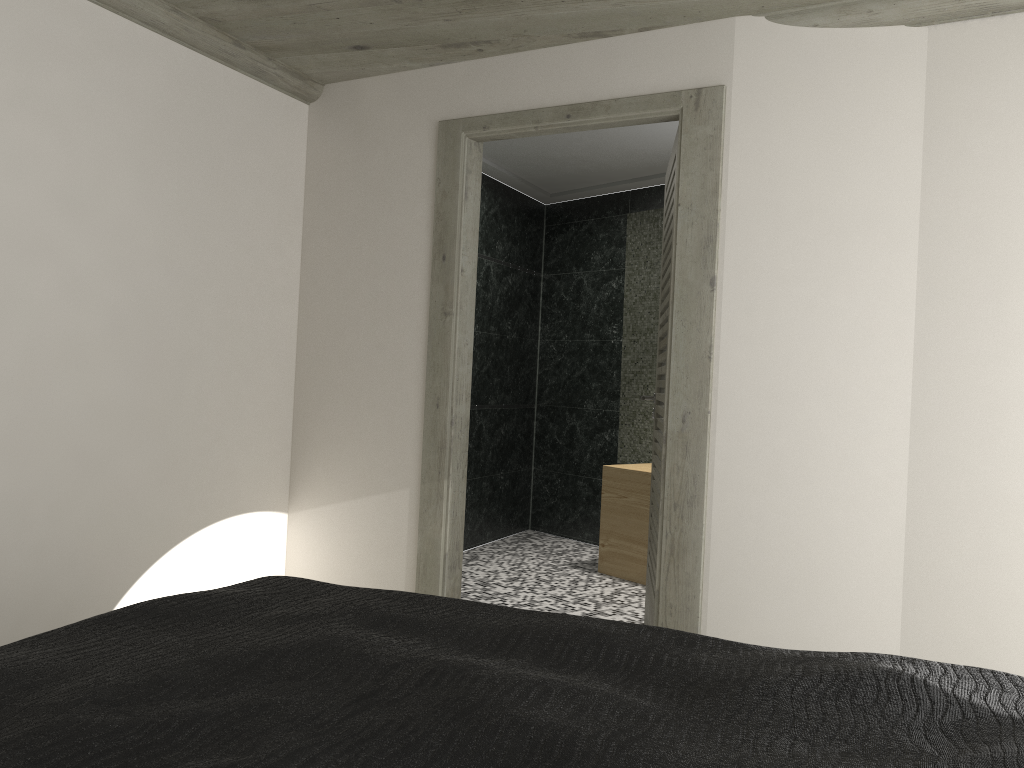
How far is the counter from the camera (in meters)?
5.63

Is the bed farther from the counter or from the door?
the counter

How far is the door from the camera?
3.5m

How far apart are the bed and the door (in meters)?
1.66

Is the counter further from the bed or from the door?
the bed

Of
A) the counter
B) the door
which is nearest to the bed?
the door

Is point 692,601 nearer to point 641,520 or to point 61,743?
point 641,520

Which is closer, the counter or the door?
the door

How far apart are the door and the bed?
1.7m

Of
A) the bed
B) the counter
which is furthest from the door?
the bed
